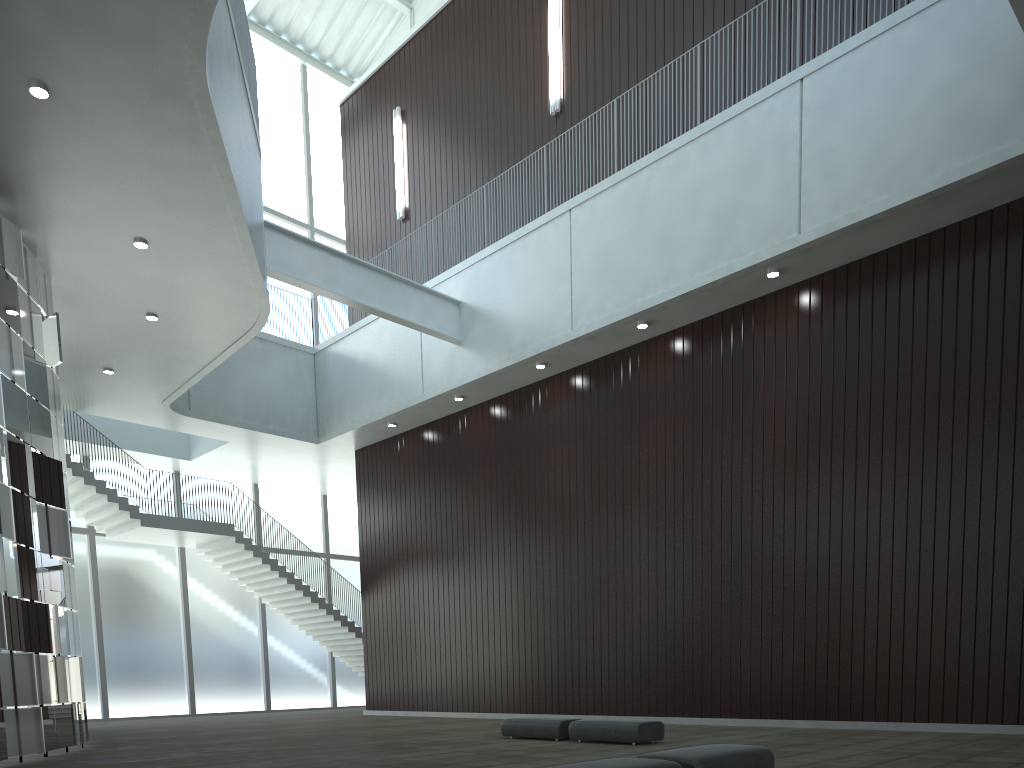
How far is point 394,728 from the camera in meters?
47.4

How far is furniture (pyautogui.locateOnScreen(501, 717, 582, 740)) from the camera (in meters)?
35.27

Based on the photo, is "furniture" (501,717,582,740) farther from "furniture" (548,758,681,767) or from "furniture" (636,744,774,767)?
"furniture" (548,758,681,767)

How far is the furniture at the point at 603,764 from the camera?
17.0m

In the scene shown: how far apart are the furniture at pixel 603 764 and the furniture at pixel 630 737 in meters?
15.5

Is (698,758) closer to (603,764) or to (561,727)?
(603,764)

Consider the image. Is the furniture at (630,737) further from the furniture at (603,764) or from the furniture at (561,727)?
the furniture at (603,764)

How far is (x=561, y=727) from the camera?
35.3m

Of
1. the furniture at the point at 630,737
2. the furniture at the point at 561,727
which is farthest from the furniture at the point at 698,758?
the furniture at the point at 561,727

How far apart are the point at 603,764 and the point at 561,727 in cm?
1936
